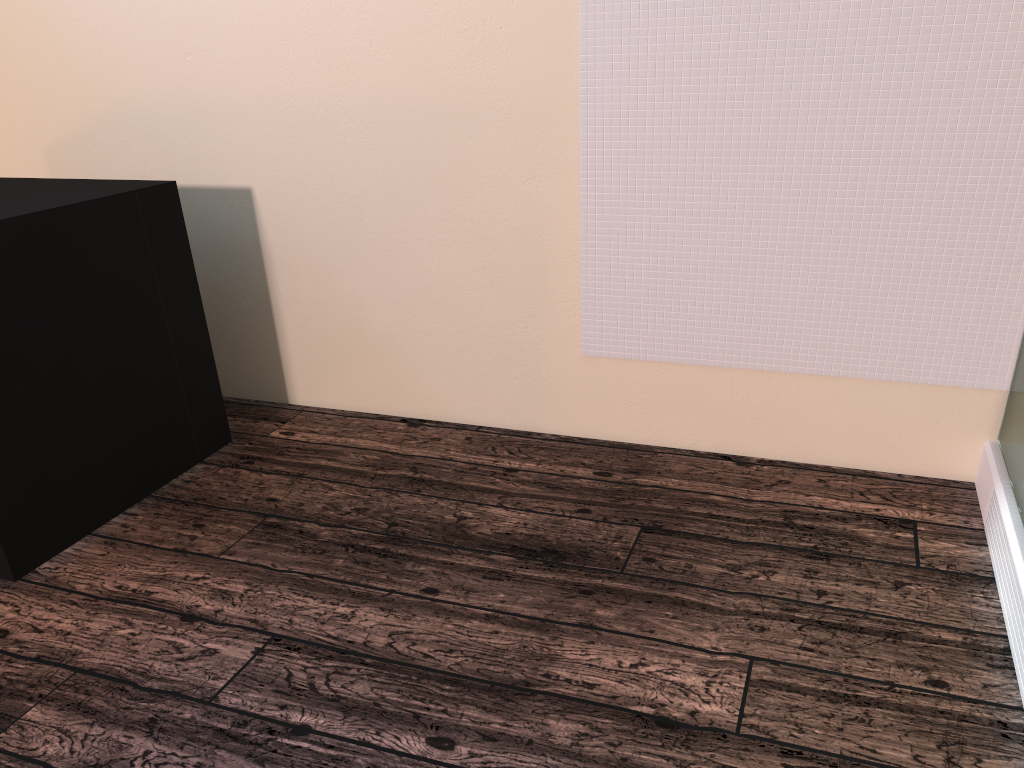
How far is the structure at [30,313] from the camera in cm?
195

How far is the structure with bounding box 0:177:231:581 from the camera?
1.9 meters

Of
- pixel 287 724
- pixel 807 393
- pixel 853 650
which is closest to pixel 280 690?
pixel 287 724
